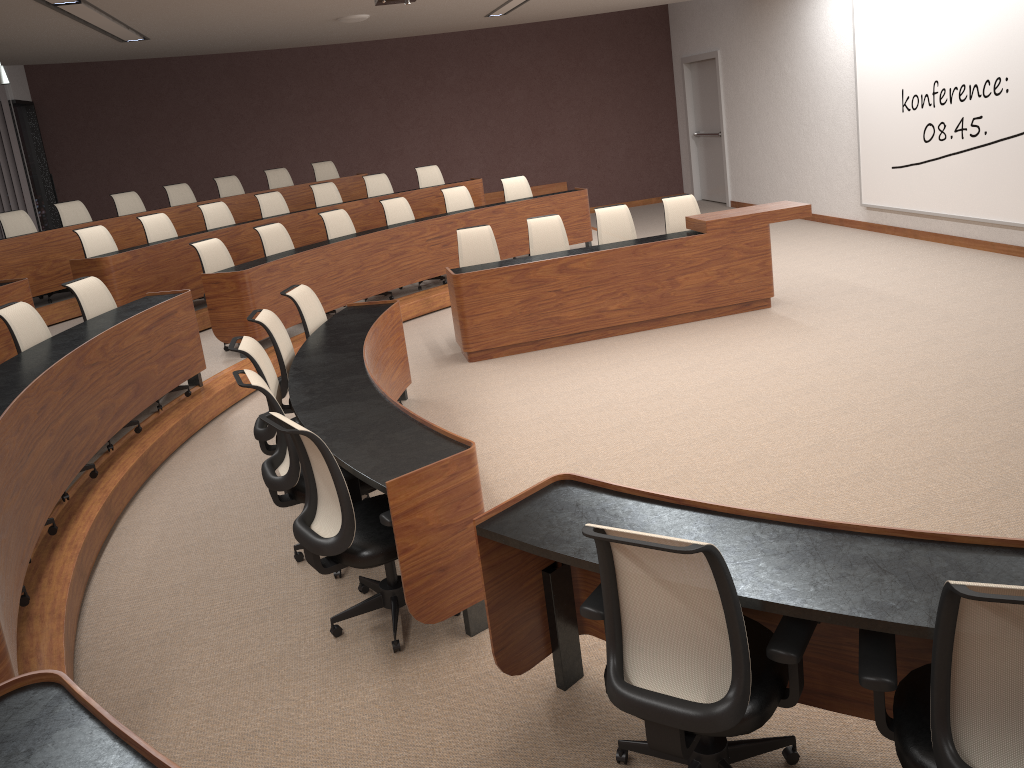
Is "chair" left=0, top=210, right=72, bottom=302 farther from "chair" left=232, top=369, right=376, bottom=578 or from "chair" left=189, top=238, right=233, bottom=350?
"chair" left=232, top=369, right=376, bottom=578

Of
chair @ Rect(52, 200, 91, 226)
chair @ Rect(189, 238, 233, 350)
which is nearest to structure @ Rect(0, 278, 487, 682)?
chair @ Rect(189, 238, 233, 350)

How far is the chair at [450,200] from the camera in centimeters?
973cm

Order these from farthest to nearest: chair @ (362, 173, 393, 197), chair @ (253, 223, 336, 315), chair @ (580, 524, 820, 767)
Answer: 1. chair @ (362, 173, 393, 197)
2. chair @ (253, 223, 336, 315)
3. chair @ (580, 524, 820, 767)

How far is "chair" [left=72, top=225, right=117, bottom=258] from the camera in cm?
803

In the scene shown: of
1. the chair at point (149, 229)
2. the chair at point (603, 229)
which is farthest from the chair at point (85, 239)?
the chair at point (603, 229)

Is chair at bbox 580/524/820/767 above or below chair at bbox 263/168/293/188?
below

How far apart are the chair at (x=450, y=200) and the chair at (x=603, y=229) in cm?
233

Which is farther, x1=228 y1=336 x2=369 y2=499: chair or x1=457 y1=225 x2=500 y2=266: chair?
x1=457 y1=225 x2=500 y2=266: chair

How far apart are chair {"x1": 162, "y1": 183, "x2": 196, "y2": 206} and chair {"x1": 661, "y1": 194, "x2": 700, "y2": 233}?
5.9m
